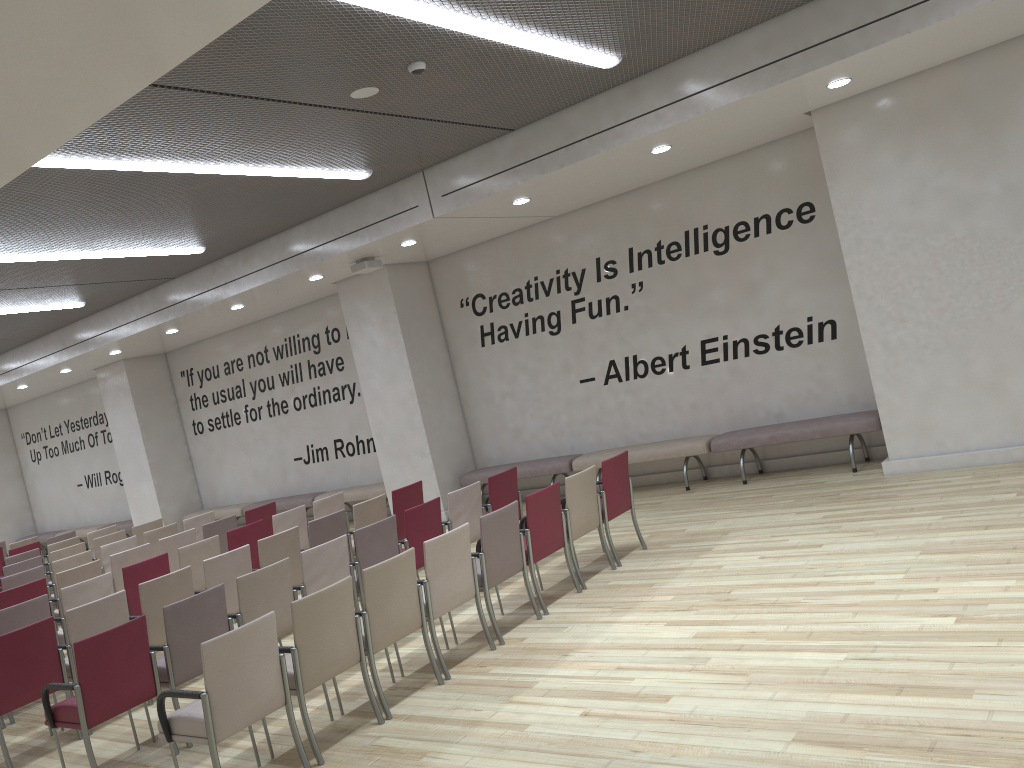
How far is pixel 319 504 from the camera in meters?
9.6

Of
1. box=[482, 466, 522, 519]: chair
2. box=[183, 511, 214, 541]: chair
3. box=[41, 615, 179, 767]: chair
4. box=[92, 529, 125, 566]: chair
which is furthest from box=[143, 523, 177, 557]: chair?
box=[41, 615, 179, 767]: chair

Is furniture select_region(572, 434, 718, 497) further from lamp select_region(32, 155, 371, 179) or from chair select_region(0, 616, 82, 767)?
chair select_region(0, 616, 82, 767)

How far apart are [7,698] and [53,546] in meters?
6.9

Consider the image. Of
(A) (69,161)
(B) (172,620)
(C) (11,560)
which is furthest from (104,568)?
(A) (69,161)

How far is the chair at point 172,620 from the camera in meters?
5.5 m

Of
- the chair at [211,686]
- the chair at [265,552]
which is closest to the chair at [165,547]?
the chair at [265,552]

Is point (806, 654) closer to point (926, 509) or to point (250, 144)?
point (926, 509)

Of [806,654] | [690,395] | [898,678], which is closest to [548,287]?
[690,395]

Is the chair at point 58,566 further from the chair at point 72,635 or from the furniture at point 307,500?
the furniture at point 307,500
